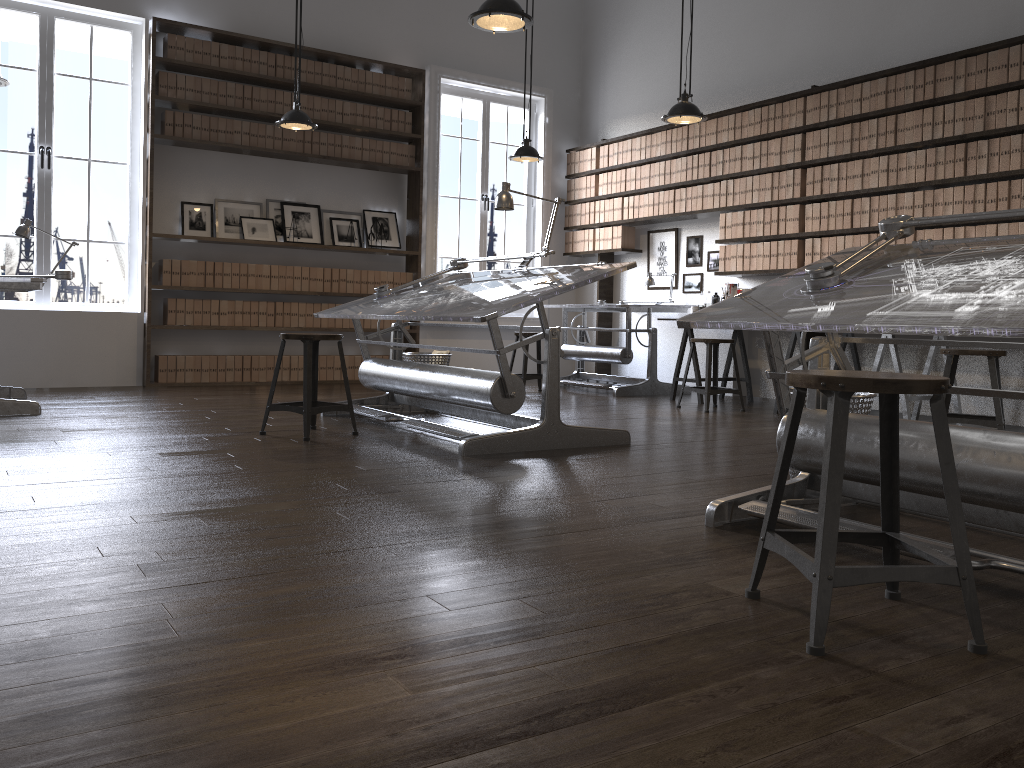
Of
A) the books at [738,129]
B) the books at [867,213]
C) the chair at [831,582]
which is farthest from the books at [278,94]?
the chair at [831,582]

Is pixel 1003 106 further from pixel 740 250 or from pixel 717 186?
pixel 717 186

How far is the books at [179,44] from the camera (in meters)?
7.23

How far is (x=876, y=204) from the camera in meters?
6.2 m

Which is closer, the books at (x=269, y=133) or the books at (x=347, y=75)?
the books at (x=269, y=133)

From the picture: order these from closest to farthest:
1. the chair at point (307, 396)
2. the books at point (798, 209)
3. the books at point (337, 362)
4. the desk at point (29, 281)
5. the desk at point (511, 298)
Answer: the desk at point (511, 298), the chair at point (307, 396), the desk at point (29, 281), the books at point (798, 209), the books at point (337, 362)

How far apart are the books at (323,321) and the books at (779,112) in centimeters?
417cm

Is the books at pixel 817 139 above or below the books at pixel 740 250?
above

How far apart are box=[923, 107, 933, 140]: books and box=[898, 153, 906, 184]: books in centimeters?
20cm

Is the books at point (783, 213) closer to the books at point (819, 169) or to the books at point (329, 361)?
the books at point (819, 169)
